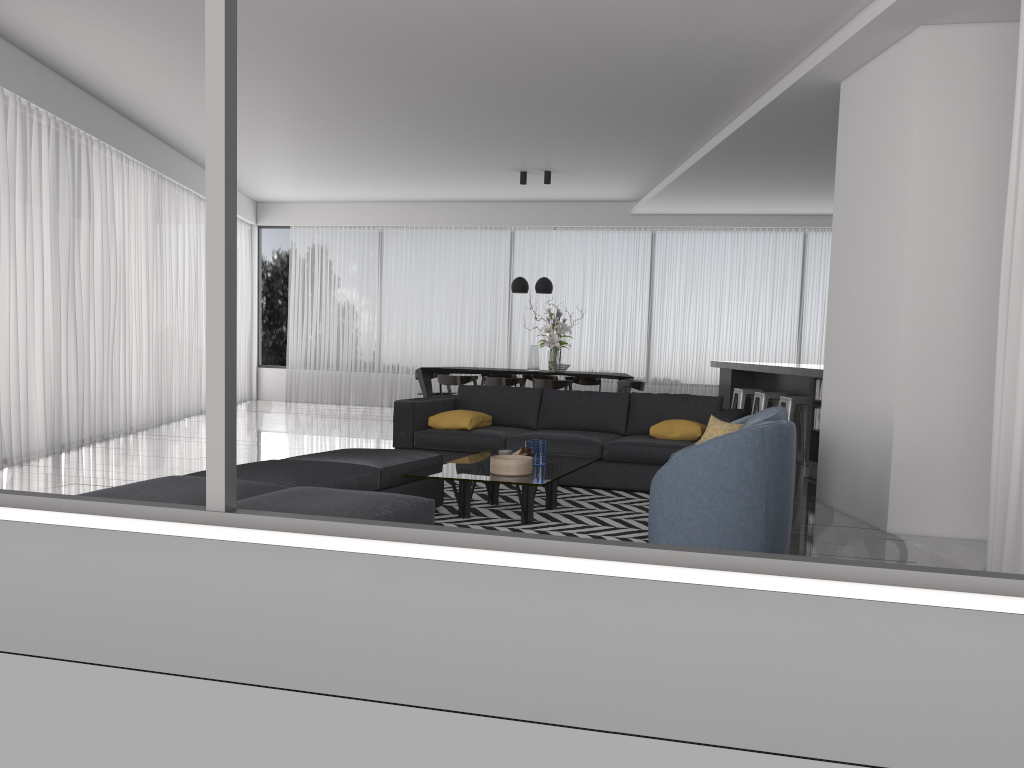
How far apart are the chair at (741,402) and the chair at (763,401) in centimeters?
47cm

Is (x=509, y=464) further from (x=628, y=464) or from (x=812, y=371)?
(x=812, y=371)

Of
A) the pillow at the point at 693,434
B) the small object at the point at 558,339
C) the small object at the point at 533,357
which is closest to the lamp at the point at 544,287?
the small object at the point at 558,339

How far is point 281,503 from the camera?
3.65m

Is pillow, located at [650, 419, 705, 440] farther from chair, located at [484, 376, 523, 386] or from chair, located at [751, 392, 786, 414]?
chair, located at [484, 376, 523, 386]

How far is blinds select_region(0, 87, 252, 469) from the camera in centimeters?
742cm

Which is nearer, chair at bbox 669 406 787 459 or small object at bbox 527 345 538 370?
chair at bbox 669 406 787 459

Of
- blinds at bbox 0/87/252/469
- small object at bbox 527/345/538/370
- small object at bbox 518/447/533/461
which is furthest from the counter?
blinds at bbox 0/87/252/469

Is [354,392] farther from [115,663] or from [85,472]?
[115,663]

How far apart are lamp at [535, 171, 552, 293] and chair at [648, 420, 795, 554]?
6.7m
